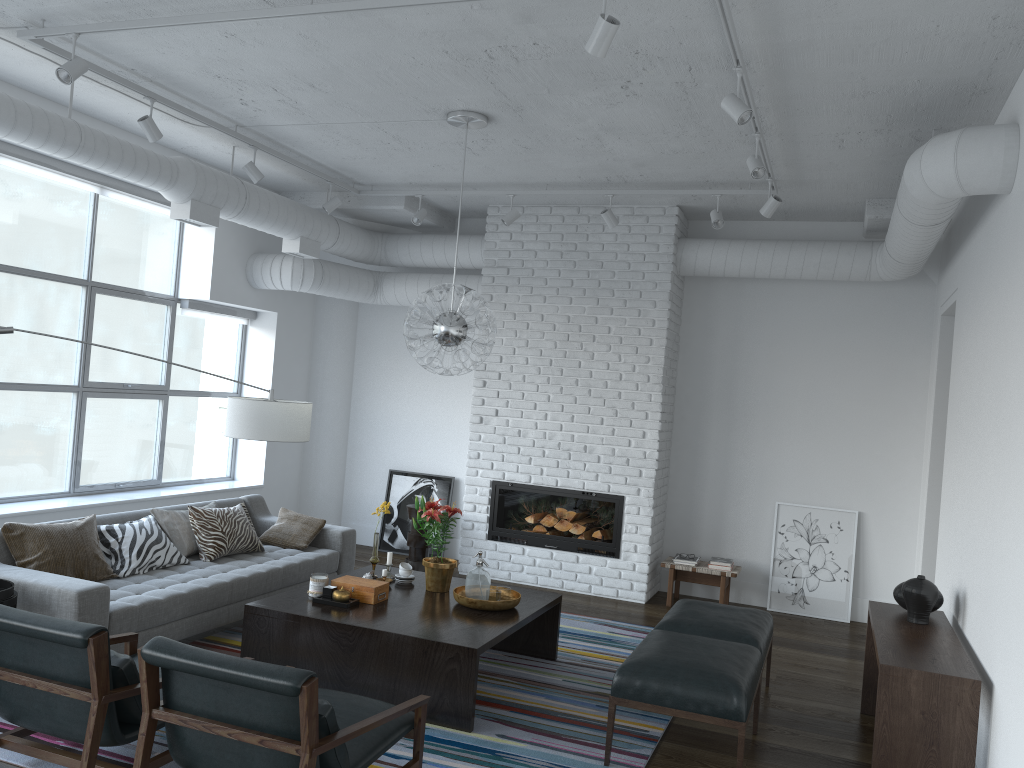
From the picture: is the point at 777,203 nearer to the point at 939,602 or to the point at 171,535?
the point at 939,602

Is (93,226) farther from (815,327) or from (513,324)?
(815,327)

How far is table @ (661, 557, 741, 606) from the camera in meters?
7.0 m

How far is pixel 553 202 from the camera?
7.4m

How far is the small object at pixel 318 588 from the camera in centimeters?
484cm

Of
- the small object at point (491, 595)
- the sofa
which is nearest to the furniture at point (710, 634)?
the small object at point (491, 595)

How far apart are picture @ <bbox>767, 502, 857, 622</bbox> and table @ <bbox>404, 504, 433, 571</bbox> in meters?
2.9 m

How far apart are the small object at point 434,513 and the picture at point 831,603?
3.2 meters

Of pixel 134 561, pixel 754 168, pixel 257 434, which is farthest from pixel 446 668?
pixel 754 168

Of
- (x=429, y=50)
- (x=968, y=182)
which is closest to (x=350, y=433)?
(x=429, y=50)
